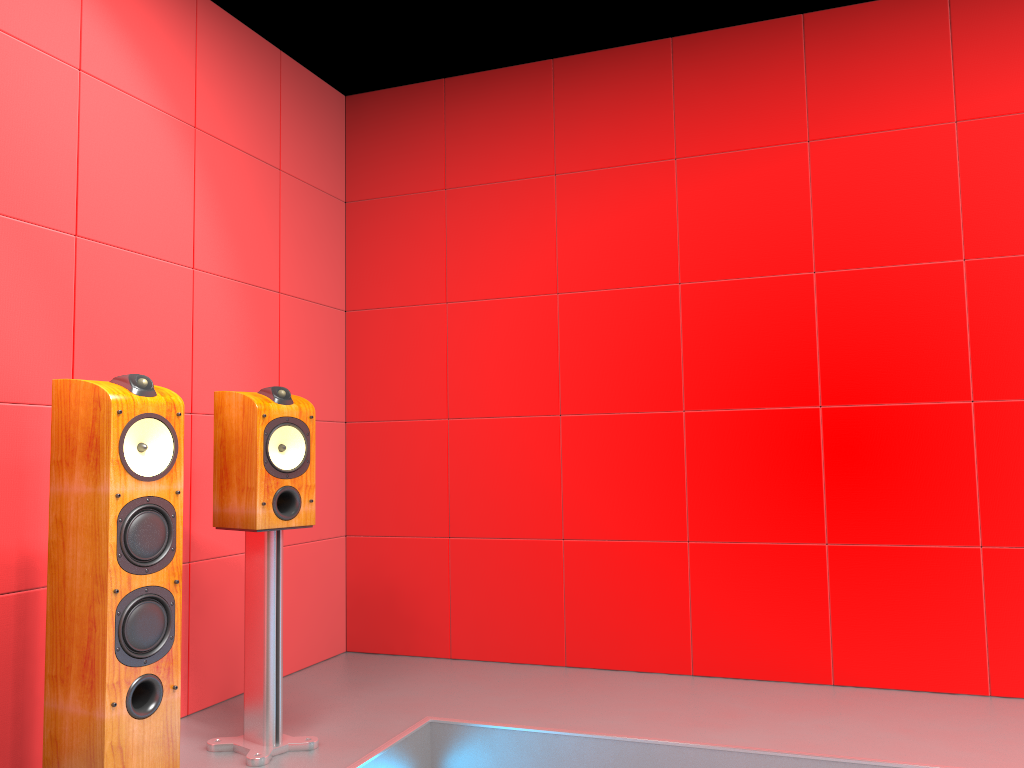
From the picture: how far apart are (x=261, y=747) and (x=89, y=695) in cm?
67

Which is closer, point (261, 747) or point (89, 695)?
point (89, 695)

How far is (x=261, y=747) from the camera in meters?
2.5

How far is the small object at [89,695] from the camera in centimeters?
200cm

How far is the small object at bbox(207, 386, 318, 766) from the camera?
2.5 meters

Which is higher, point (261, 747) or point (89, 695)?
point (89, 695)

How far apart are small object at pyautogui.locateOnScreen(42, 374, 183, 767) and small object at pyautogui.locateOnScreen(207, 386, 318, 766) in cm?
33

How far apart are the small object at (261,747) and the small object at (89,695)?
0.3m

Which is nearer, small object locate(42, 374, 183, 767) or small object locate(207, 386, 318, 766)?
small object locate(42, 374, 183, 767)
